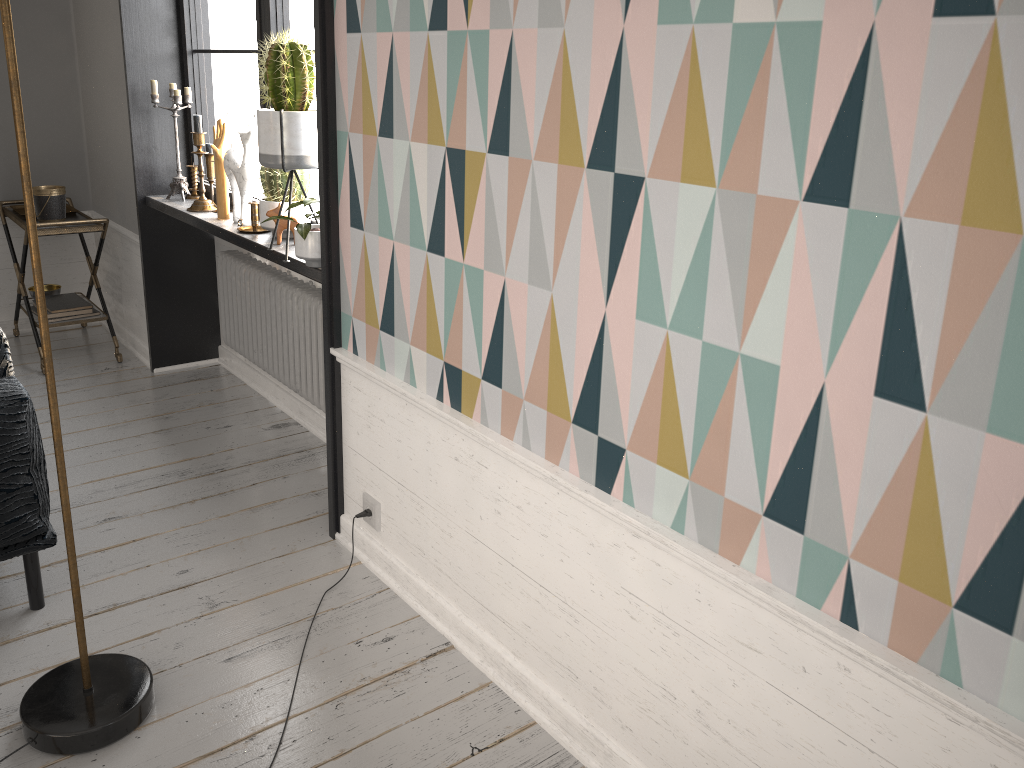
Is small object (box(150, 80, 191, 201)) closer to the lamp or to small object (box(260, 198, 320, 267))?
small object (box(260, 198, 320, 267))

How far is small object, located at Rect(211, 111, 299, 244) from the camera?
3.0m

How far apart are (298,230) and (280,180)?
0.5m

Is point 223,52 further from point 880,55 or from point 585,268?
point 880,55

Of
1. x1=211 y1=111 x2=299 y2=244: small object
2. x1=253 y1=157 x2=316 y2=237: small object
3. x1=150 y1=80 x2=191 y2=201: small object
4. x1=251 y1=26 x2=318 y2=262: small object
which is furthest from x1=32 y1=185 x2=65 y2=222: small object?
x1=251 y1=26 x2=318 y2=262: small object

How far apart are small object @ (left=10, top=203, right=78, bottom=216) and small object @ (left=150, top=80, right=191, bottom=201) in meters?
0.8

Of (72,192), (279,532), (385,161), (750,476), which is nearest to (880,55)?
(750,476)

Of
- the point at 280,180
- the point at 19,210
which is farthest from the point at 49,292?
A: the point at 280,180

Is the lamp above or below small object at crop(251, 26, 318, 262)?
below

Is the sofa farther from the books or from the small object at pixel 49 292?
the small object at pixel 49 292
